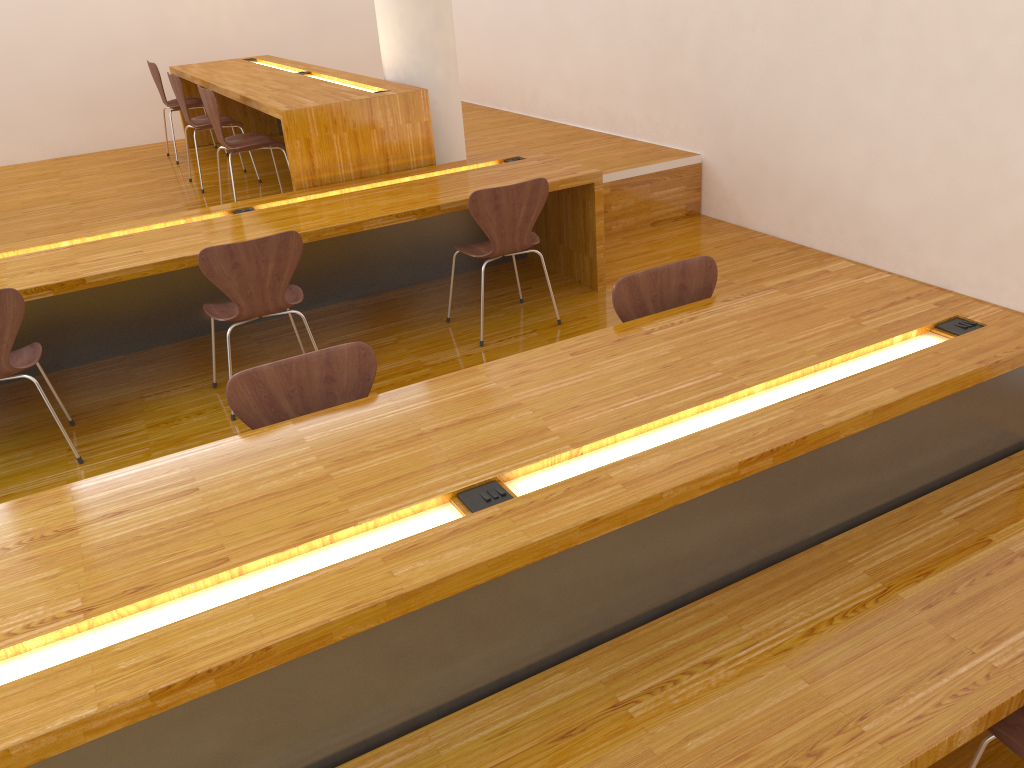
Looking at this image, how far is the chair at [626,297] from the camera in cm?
263

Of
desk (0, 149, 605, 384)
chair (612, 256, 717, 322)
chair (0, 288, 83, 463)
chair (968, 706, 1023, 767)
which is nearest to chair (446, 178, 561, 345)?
desk (0, 149, 605, 384)

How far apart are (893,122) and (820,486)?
2.87m

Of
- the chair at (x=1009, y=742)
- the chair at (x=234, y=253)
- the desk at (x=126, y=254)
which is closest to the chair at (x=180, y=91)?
the desk at (x=126, y=254)

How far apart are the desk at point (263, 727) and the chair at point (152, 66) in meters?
5.0

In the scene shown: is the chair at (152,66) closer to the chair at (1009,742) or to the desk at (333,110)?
the desk at (333,110)

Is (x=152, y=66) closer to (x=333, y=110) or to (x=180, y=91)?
(x=180, y=91)

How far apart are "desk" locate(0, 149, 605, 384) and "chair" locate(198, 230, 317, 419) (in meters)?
0.17

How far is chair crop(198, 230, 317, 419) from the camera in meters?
3.3 m

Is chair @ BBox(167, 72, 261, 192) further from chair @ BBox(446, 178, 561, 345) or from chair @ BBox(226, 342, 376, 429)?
chair @ BBox(226, 342, 376, 429)
